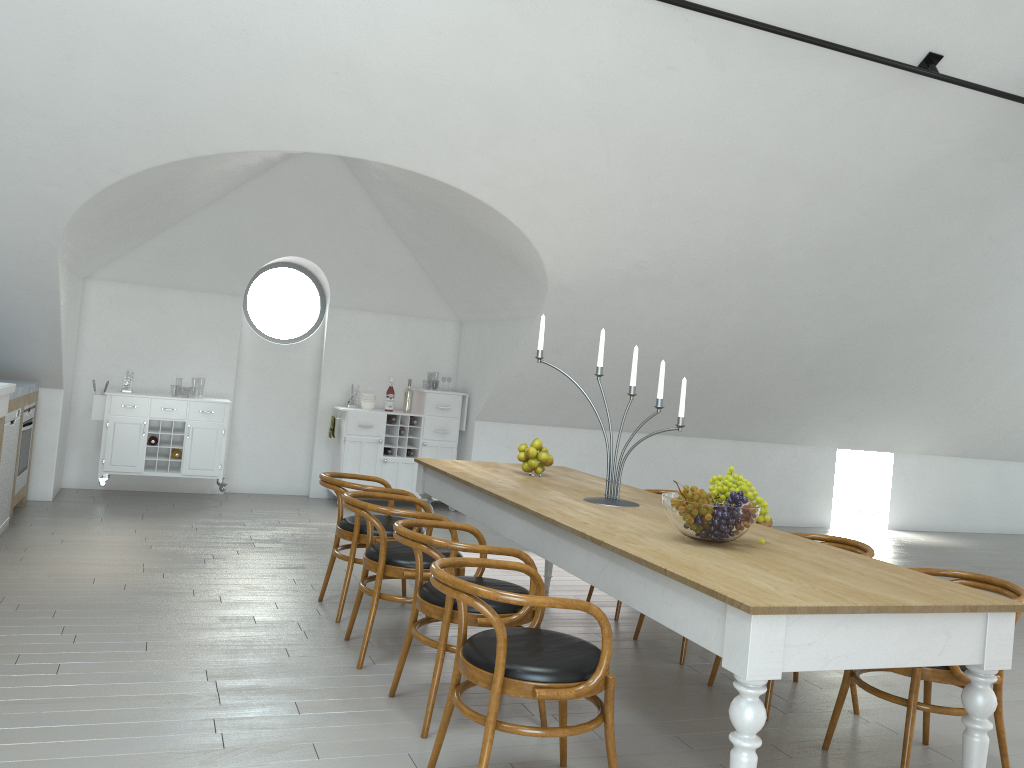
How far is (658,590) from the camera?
2.83m

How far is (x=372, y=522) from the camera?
4.0 meters

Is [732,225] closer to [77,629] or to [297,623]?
[297,623]

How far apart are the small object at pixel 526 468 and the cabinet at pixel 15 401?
3.4m

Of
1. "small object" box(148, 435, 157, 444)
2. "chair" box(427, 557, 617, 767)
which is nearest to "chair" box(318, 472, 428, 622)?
"chair" box(427, 557, 617, 767)

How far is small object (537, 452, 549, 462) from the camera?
4.96m

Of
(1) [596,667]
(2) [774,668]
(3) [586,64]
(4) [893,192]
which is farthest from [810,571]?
(4) [893,192]

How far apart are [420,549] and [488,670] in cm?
72

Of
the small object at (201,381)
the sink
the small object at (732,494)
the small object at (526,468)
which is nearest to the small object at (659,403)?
the small object at (732,494)

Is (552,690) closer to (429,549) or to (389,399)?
(429,549)
